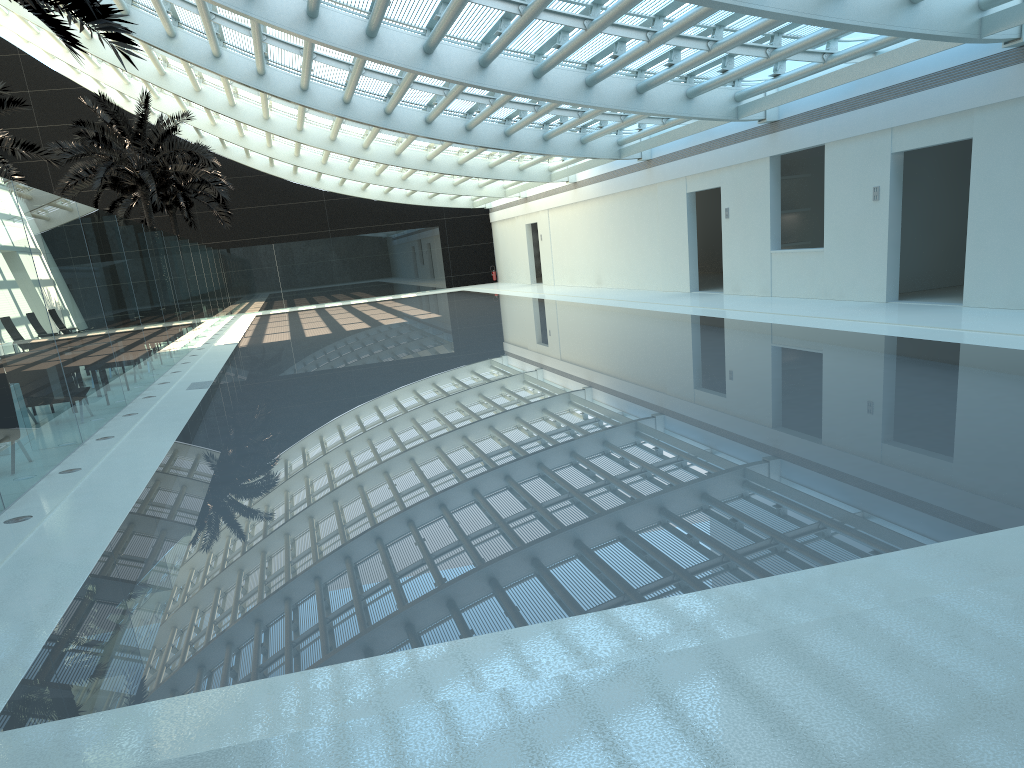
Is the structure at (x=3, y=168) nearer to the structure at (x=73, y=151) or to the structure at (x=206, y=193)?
the structure at (x=73, y=151)

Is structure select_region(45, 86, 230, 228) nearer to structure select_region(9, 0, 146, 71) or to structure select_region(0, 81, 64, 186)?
structure select_region(0, 81, 64, 186)

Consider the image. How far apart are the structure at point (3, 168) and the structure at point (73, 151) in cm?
369

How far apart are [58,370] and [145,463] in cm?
182

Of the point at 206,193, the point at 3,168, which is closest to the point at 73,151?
the point at 3,168

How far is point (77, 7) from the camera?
9.3m

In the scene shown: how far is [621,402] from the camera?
8.7 meters

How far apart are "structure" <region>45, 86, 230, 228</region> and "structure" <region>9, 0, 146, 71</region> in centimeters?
1536cm

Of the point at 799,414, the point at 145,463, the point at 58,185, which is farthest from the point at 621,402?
the point at 58,185

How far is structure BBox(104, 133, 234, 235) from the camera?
33.7m
